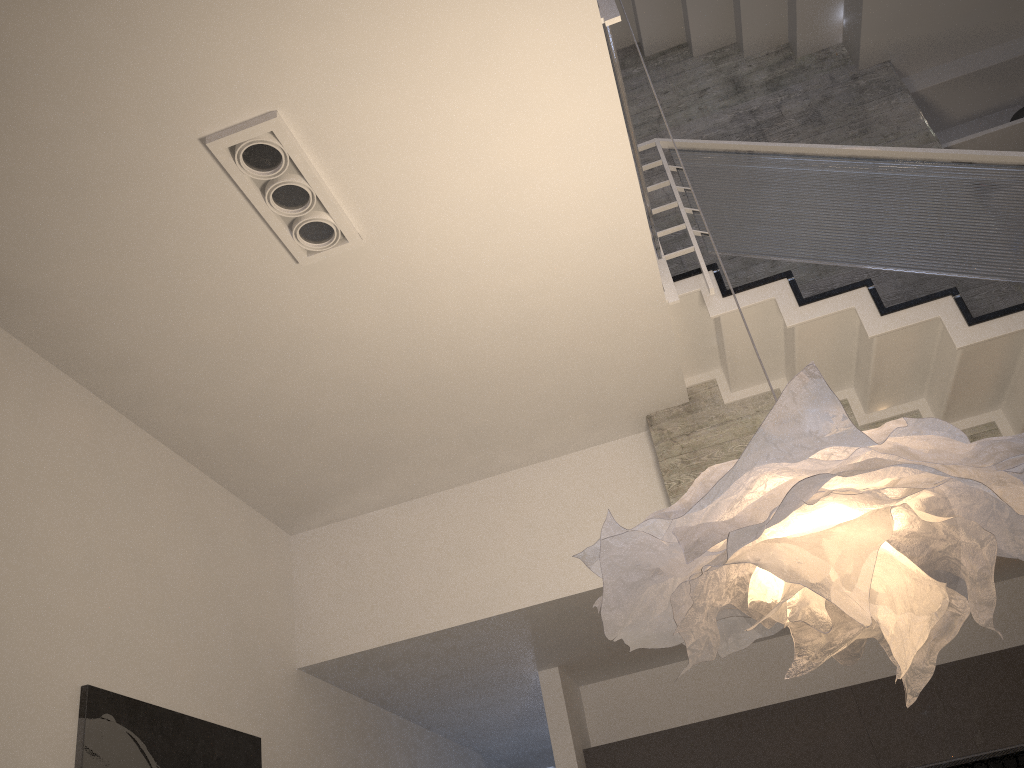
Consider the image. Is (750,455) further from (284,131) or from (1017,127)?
(1017,127)

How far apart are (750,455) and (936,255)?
2.7m

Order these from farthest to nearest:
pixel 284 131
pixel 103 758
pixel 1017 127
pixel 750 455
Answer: pixel 1017 127
pixel 103 758
pixel 284 131
pixel 750 455

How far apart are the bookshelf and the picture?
5.1m

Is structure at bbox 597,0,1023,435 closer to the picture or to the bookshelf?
the bookshelf

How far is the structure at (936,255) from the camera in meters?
3.8

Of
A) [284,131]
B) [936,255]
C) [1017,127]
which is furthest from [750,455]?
[1017,127]

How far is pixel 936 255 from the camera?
3.81m

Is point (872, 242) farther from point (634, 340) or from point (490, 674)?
point (490, 674)

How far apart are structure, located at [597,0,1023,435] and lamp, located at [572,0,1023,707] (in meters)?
1.60
